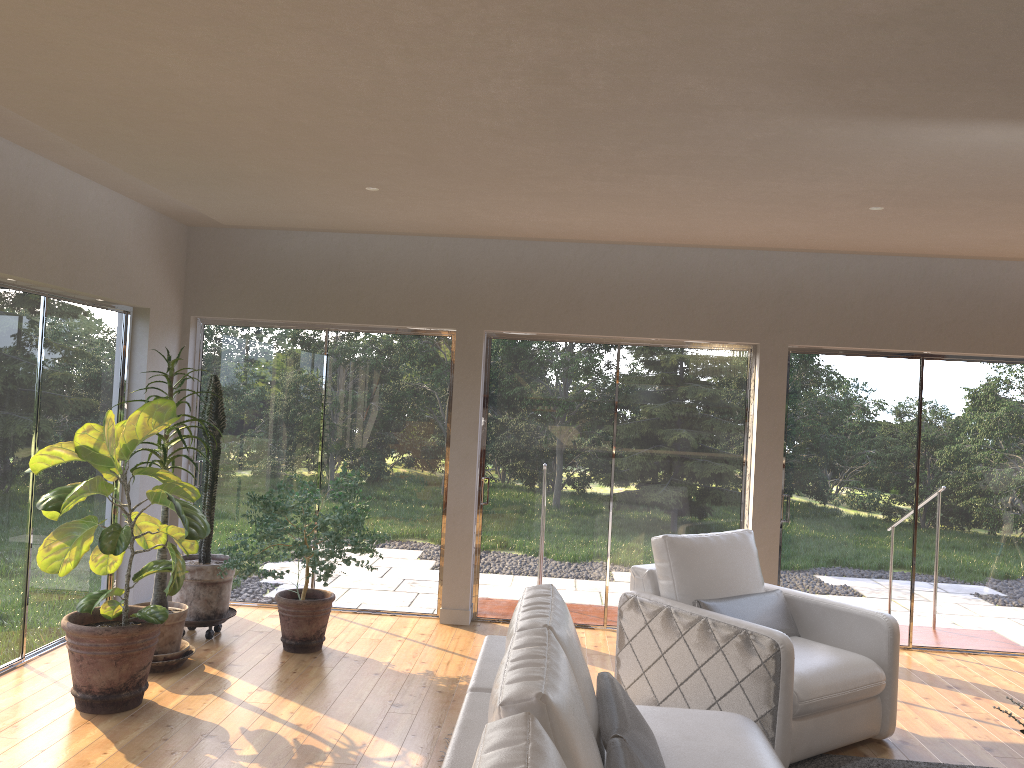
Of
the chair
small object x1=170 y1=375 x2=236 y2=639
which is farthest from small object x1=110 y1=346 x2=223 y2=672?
the chair

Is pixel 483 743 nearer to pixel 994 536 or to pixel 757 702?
pixel 757 702

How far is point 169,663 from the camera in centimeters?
497cm

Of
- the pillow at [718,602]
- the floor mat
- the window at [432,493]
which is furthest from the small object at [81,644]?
the floor mat

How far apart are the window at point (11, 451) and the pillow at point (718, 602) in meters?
3.7 m

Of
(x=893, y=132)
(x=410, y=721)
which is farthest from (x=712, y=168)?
(x=410, y=721)

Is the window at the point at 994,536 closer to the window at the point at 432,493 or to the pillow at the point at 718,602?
the pillow at the point at 718,602

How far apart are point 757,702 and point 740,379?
2.9 meters

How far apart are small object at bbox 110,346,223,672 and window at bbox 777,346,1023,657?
4.0 meters

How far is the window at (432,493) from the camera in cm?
659
